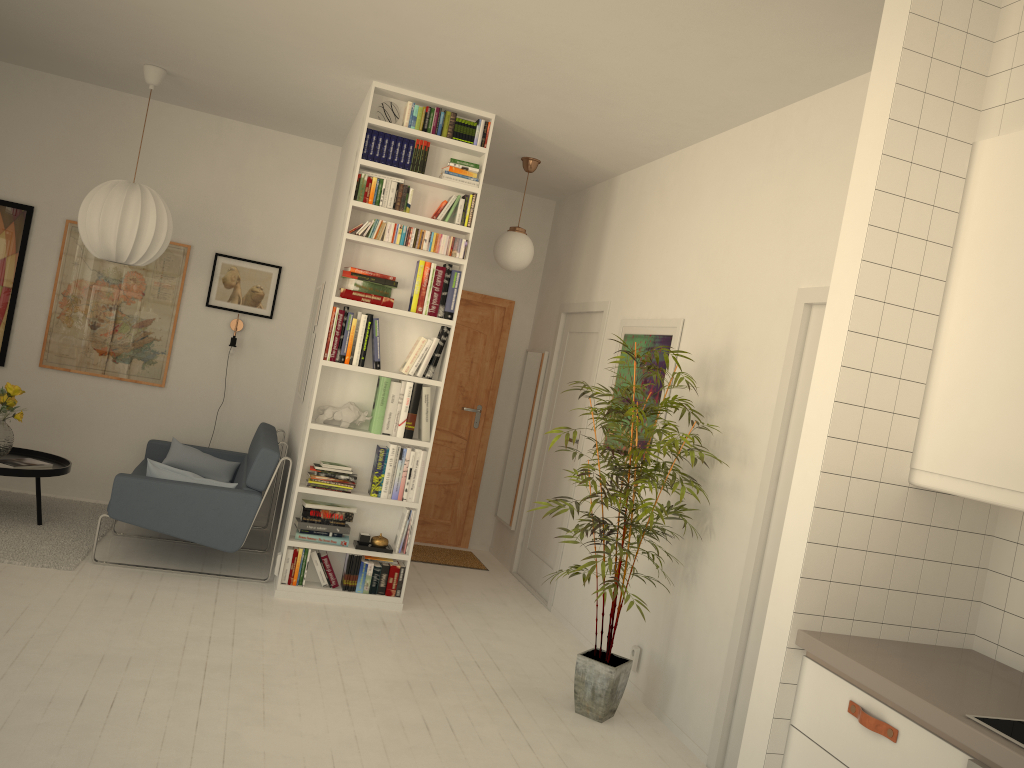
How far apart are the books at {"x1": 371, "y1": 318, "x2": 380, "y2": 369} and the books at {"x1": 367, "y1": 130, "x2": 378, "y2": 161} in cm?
91

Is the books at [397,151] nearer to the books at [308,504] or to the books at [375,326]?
the books at [375,326]

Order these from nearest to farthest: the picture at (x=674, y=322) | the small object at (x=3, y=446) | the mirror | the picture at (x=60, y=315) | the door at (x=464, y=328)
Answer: the picture at (x=674, y=322) → the small object at (x=3, y=446) → the picture at (x=60, y=315) → the mirror → the door at (x=464, y=328)

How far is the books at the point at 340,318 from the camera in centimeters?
492cm

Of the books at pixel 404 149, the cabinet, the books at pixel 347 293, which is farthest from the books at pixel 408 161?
the cabinet

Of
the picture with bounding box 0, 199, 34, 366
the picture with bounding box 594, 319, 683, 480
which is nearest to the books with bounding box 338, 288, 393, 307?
the picture with bounding box 594, 319, 683, 480

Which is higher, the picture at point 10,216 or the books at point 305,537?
the picture at point 10,216

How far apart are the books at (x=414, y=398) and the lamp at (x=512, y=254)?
1.3m

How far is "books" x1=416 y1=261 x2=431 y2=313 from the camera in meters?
5.0

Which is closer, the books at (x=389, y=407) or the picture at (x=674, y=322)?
the picture at (x=674, y=322)
